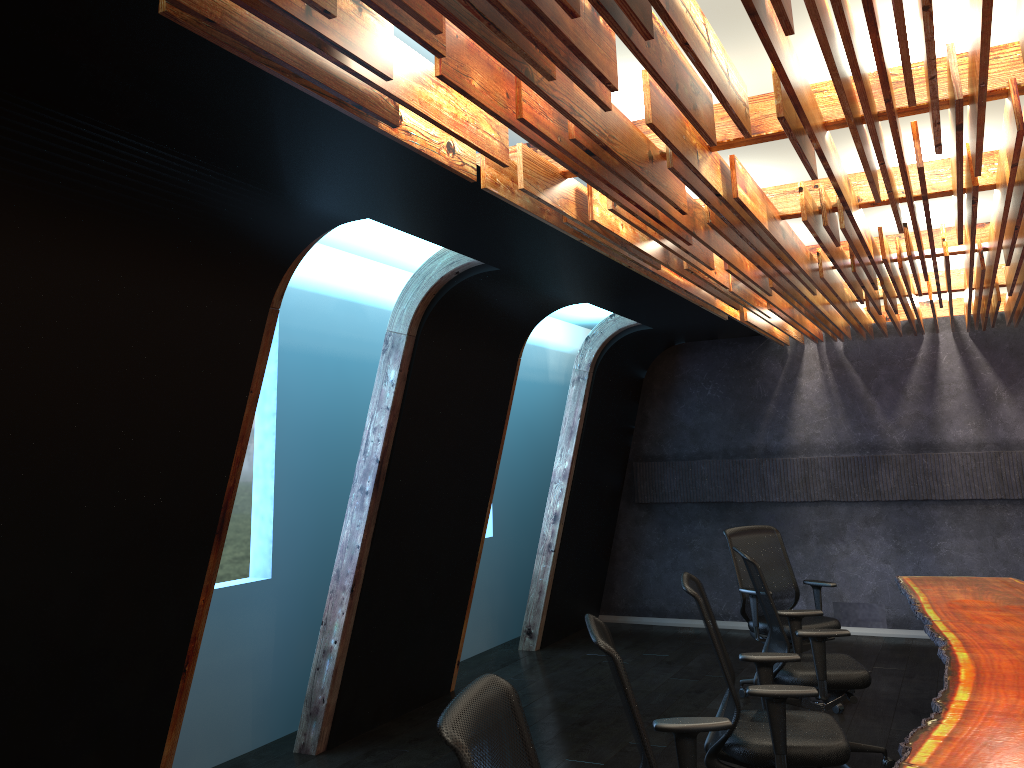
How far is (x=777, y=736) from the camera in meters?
3.9

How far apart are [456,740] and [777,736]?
2.37m

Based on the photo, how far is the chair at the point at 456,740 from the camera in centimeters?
207cm

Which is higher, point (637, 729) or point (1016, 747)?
point (637, 729)

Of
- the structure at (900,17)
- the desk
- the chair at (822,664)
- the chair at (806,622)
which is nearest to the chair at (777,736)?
the desk

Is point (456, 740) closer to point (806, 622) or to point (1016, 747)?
point (1016, 747)

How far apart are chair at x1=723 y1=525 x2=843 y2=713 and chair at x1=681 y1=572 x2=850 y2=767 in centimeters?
220cm

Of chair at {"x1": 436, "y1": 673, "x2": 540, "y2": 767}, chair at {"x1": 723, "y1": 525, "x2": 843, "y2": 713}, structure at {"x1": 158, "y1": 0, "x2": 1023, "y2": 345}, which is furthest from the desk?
structure at {"x1": 158, "y1": 0, "x2": 1023, "y2": 345}

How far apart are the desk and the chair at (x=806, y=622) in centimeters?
56cm

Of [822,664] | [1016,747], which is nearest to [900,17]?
[1016,747]
